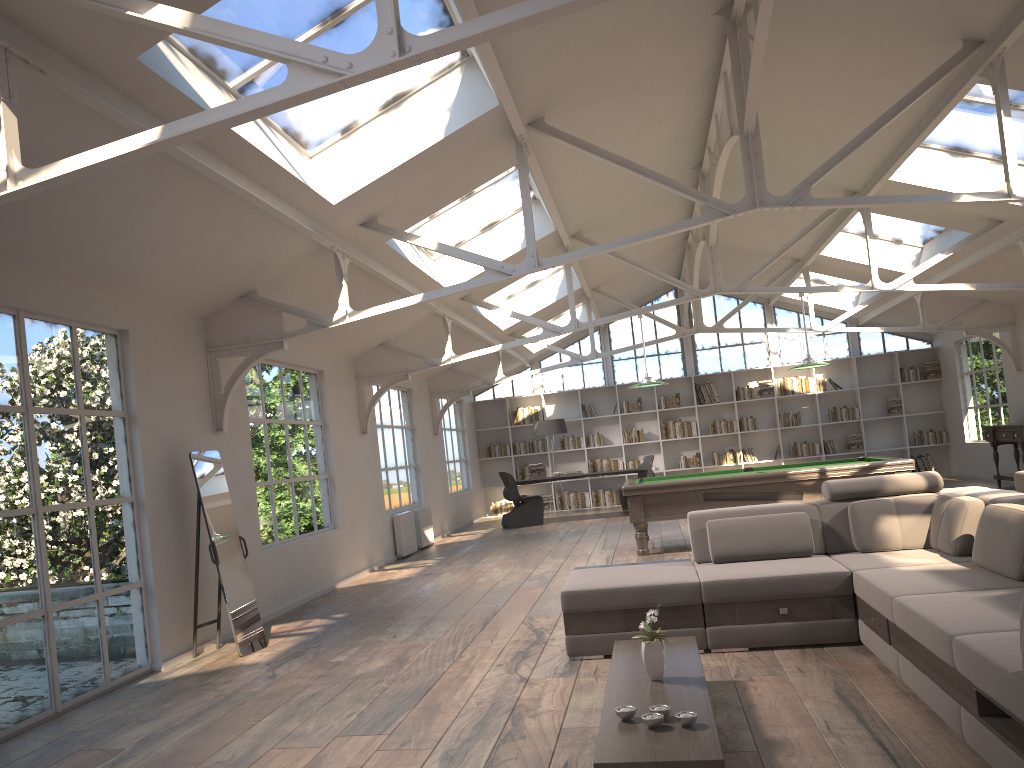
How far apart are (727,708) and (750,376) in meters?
13.8

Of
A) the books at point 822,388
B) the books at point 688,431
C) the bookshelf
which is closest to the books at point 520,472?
the bookshelf

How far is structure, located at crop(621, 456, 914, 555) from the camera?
9.04m

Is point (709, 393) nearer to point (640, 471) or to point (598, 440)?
point (598, 440)

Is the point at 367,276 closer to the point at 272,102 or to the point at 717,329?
the point at 272,102

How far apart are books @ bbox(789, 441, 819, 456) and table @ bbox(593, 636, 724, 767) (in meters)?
13.09

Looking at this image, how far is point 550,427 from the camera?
15.8m

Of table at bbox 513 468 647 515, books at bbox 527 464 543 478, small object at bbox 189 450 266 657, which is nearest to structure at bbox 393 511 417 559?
books at bbox 527 464 543 478

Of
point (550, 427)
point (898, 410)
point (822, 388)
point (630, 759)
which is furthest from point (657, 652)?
point (898, 410)

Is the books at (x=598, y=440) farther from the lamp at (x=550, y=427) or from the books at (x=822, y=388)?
the books at (x=822, y=388)
